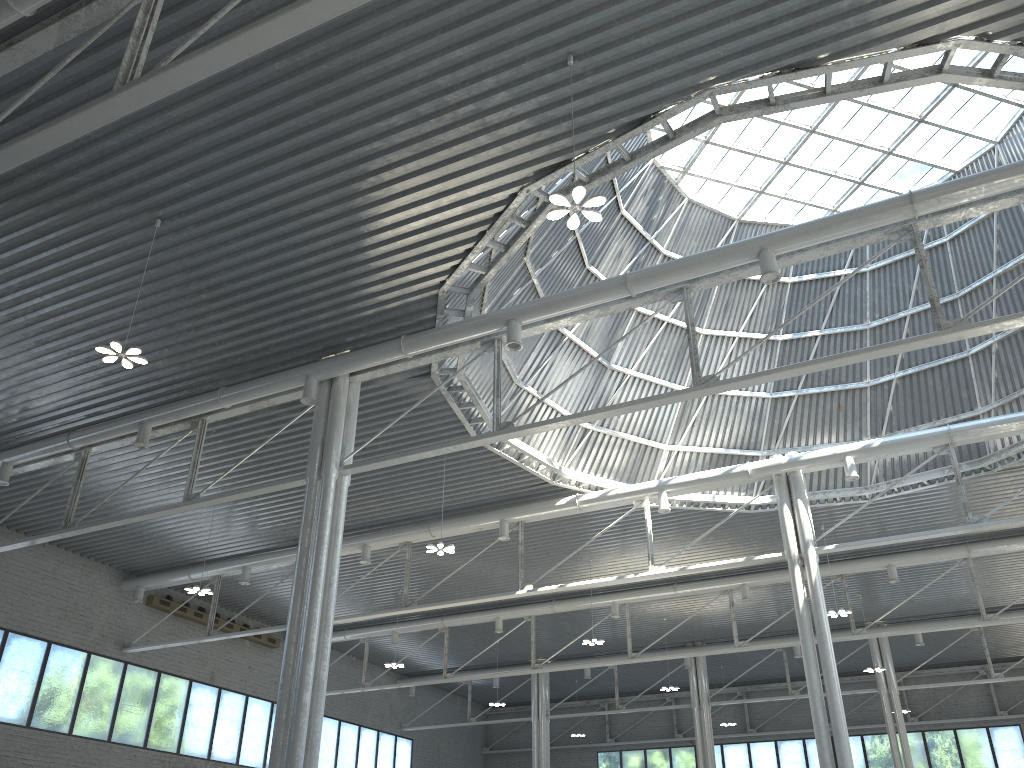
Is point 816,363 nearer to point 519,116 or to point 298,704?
point 519,116

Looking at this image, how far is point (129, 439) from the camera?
30.9m
